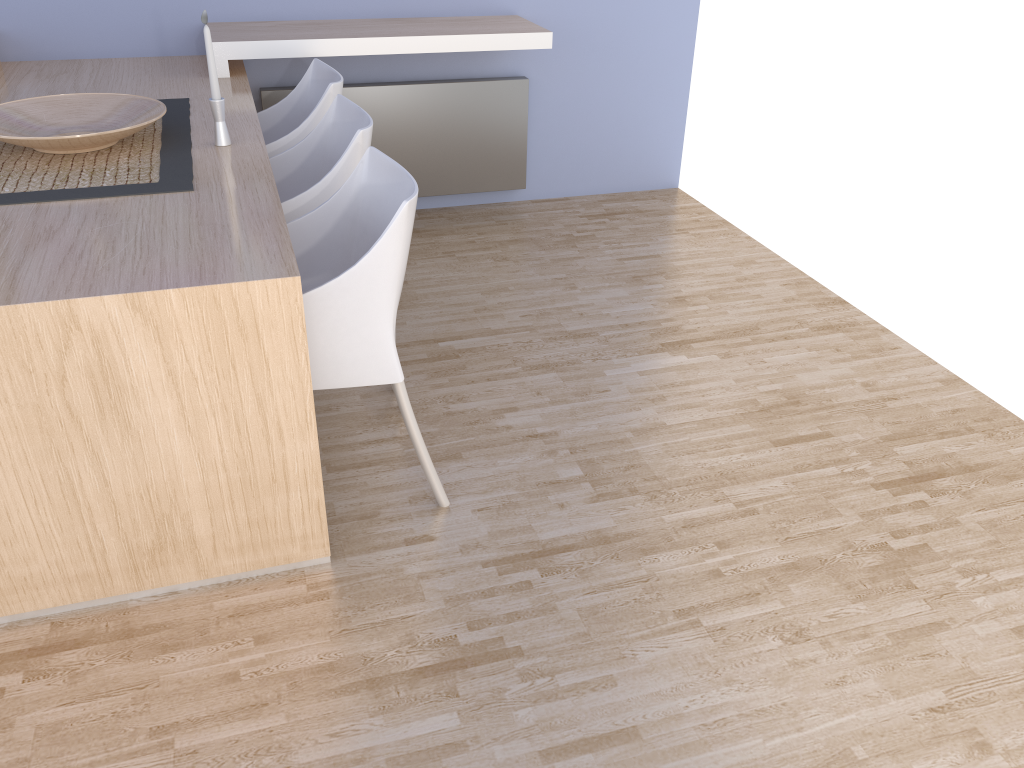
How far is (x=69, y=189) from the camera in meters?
2.1

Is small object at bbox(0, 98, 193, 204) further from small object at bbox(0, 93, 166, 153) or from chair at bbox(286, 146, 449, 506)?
chair at bbox(286, 146, 449, 506)

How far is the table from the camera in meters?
1.6

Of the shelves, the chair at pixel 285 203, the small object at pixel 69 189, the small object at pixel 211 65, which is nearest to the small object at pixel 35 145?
the small object at pixel 69 189

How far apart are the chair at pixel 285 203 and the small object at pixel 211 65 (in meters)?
0.26

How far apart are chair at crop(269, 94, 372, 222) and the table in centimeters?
12cm

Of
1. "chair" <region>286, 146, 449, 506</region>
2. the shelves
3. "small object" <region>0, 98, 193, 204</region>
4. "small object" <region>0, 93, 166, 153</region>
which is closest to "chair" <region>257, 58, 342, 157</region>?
the shelves

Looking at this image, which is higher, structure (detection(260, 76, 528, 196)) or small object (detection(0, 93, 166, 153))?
small object (detection(0, 93, 166, 153))

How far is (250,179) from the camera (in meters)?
2.20

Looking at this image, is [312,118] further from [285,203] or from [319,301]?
[319,301]
